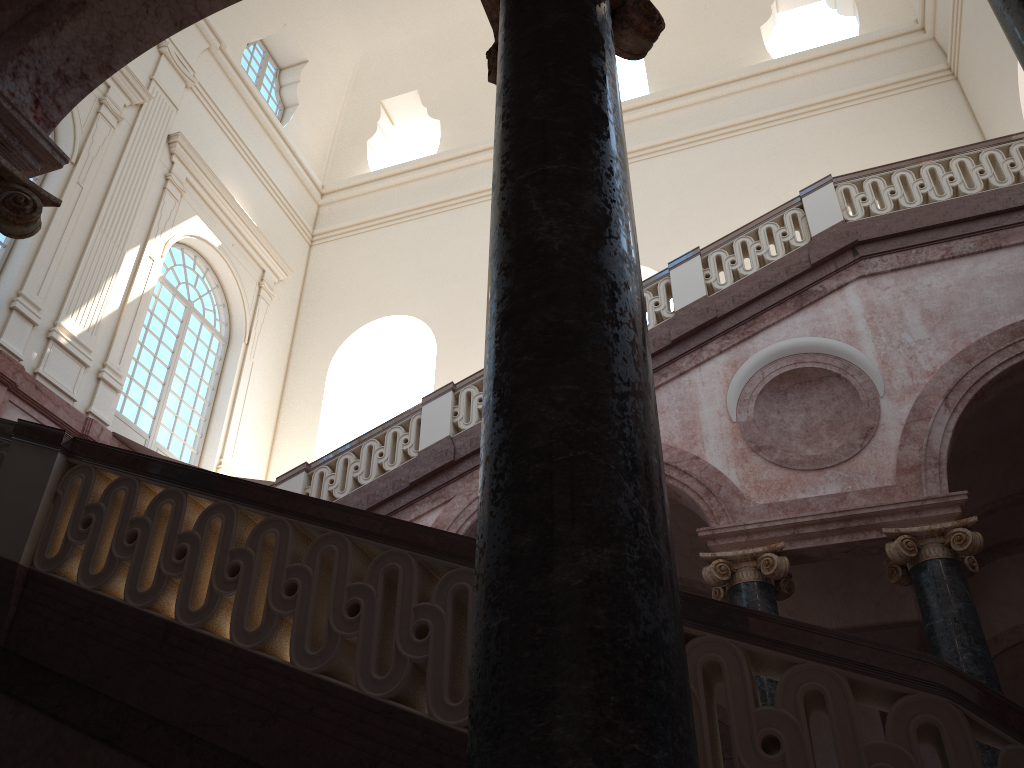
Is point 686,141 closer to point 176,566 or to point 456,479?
point 456,479
